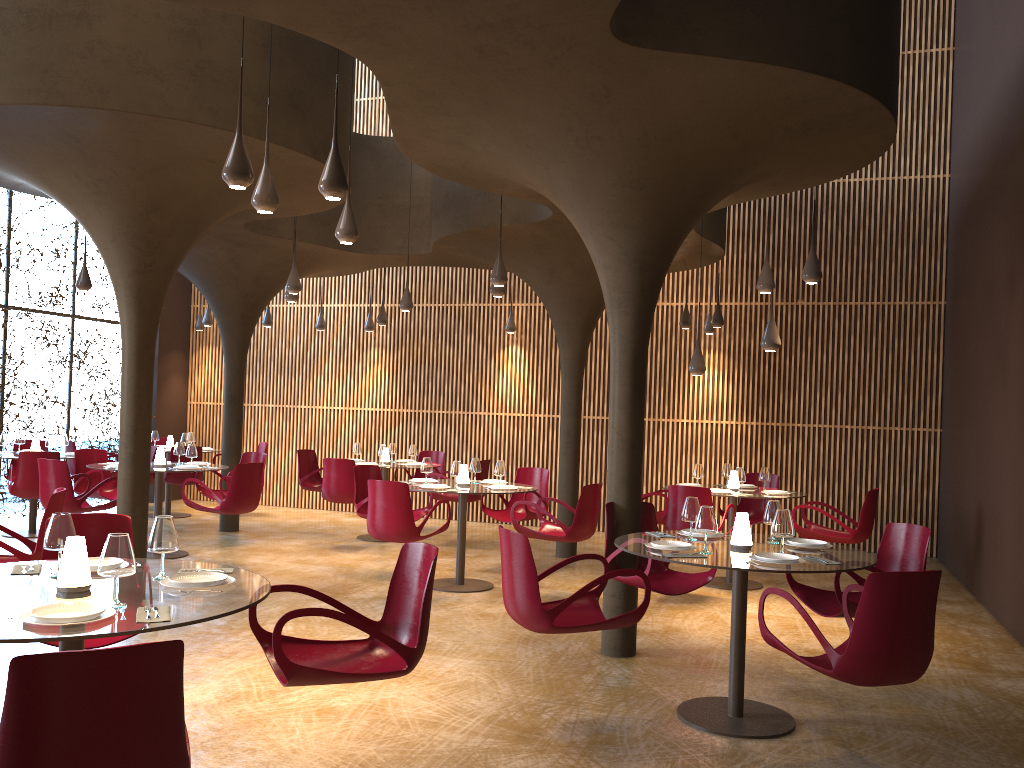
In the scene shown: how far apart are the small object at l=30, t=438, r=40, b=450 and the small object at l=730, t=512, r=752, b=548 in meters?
10.5 m

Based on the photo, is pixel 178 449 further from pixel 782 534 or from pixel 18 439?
pixel 782 534

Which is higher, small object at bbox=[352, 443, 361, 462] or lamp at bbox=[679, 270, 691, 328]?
lamp at bbox=[679, 270, 691, 328]

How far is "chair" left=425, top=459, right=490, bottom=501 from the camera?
12.54m

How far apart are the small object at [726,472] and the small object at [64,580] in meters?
8.4

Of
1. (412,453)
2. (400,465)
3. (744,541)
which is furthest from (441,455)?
(744,541)

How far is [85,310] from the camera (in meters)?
15.64

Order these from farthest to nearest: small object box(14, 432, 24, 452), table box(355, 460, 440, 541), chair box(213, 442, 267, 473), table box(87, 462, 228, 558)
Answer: chair box(213, 442, 267, 473) < table box(355, 460, 440, 541) < small object box(14, 432, 24, 452) < table box(87, 462, 228, 558)

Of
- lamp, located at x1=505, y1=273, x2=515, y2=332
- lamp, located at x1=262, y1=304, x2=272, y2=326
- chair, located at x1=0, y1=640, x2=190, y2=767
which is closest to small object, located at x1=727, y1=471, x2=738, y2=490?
lamp, located at x1=505, y1=273, x2=515, y2=332

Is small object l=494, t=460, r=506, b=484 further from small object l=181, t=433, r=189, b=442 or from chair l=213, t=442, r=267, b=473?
chair l=213, t=442, r=267, b=473
